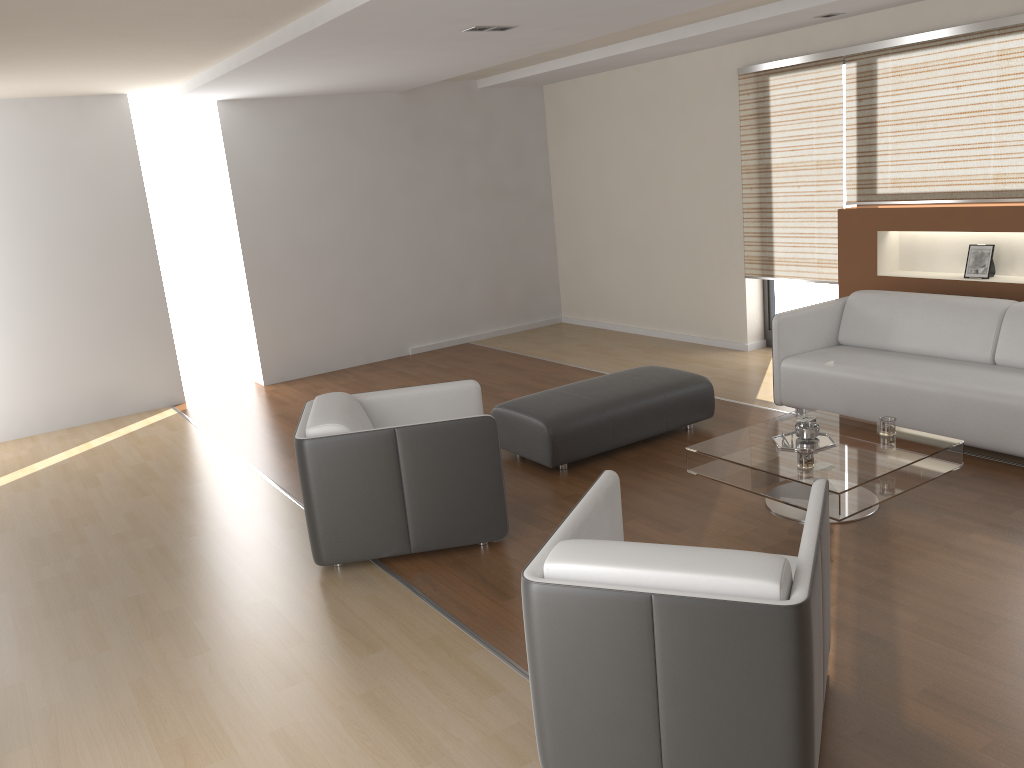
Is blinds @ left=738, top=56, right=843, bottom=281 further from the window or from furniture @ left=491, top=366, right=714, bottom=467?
furniture @ left=491, top=366, right=714, bottom=467

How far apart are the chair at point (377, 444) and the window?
3.7m

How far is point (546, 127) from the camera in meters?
9.4

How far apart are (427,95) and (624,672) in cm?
728

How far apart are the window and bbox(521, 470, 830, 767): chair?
4.6 meters

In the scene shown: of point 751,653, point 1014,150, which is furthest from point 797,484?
point 1014,150

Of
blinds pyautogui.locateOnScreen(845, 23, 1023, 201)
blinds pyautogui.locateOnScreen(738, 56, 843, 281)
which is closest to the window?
blinds pyautogui.locateOnScreen(738, 56, 843, 281)

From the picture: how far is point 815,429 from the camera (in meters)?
4.30

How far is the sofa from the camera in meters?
4.6

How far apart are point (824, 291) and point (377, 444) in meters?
4.6 m
